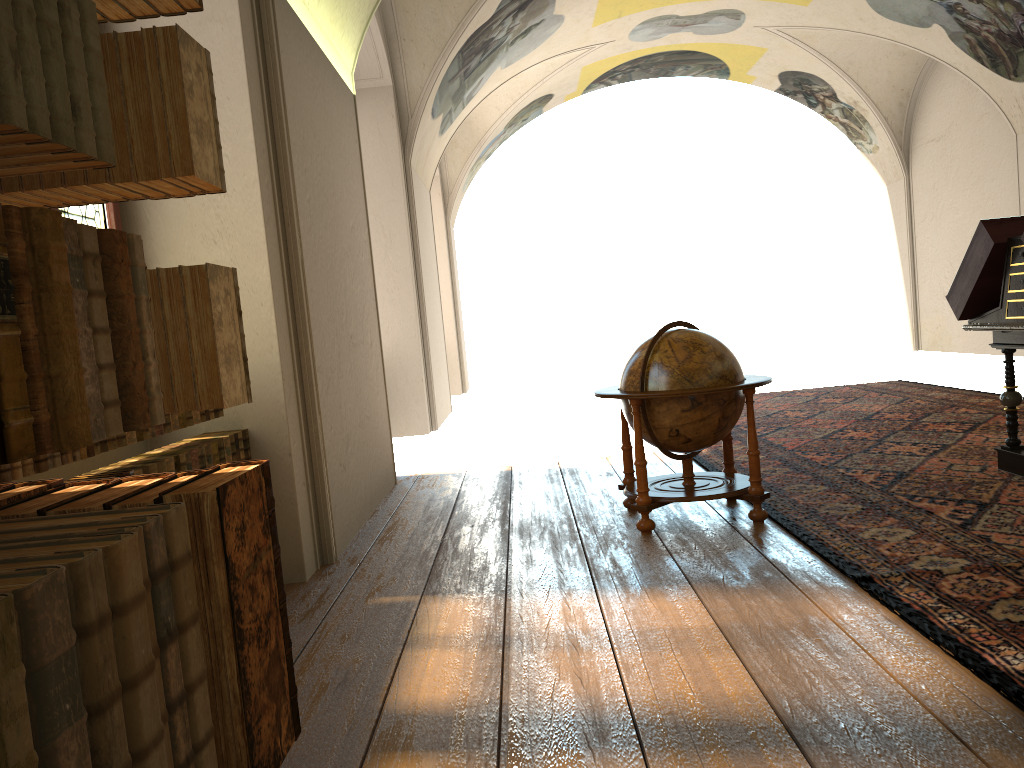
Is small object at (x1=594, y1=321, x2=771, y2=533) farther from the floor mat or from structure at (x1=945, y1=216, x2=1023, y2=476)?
structure at (x1=945, y1=216, x2=1023, y2=476)

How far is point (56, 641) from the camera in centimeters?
104cm

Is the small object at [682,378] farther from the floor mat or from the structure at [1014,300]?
the structure at [1014,300]

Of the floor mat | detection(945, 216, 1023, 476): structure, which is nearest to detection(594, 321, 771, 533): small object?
the floor mat

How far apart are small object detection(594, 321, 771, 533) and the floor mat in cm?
11

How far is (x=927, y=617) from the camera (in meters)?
4.01

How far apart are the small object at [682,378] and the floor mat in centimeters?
11cm

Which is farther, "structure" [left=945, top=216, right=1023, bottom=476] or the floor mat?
"structure" [left=945, top=216, right=1023, bottom=476]

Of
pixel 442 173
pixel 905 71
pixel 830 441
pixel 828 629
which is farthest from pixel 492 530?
pixel 905 71

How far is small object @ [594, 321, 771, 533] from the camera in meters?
6.1
